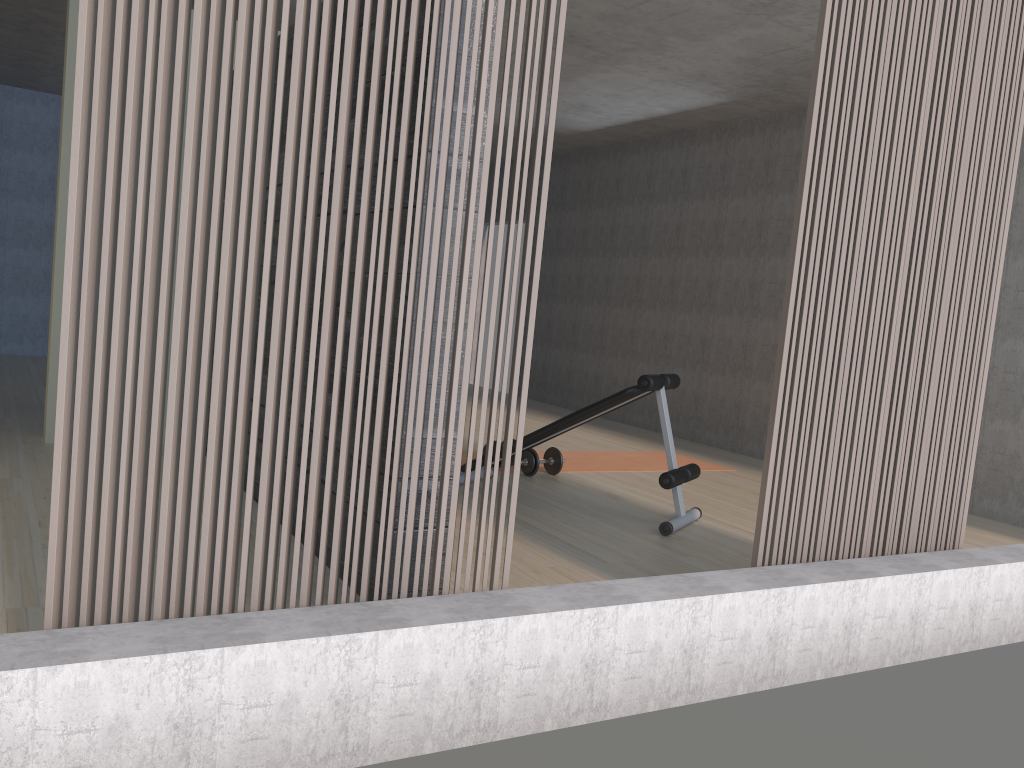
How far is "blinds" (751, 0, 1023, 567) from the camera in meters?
2.8

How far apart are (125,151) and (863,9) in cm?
228

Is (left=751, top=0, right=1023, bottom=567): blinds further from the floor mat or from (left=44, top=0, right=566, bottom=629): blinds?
the floor mat

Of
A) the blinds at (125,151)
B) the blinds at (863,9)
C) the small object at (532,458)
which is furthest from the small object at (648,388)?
the blinds at (125,151)

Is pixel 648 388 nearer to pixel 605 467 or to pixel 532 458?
pixel 532 458

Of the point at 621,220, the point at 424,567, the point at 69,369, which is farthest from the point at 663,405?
the point at 621,220

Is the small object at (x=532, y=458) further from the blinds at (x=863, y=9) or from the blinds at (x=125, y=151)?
the blinds at (x=125, y=151)

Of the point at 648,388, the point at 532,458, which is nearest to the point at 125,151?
the point at 648,388

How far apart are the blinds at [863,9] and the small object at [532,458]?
2.5m

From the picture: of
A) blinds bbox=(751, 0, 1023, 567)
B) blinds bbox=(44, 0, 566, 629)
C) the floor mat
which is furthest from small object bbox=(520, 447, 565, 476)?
blinds bbox=(44, 0, 566, 629)
